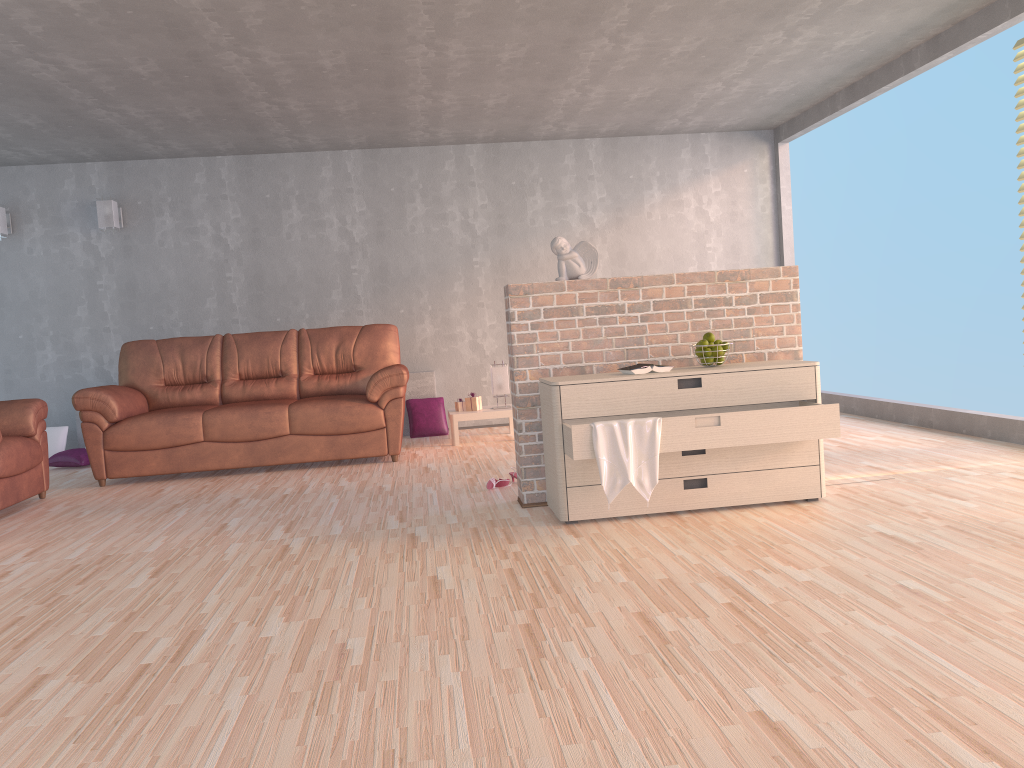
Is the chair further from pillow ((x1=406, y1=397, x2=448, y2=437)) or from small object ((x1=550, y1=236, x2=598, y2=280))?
small object ((x1=550, y1=236, x2=598, y2=280))

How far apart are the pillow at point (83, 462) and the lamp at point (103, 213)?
1.83m

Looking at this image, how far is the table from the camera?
6.67m

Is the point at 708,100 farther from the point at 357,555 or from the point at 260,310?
the point at 357,555

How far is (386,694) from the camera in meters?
2.1 m

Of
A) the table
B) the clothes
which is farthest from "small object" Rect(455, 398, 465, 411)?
the clothes

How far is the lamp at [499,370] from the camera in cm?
686

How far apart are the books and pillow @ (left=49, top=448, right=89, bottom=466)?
4.9 meters

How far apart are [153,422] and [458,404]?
2.2 meters

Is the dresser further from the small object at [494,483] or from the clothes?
the small object at [494,483]
